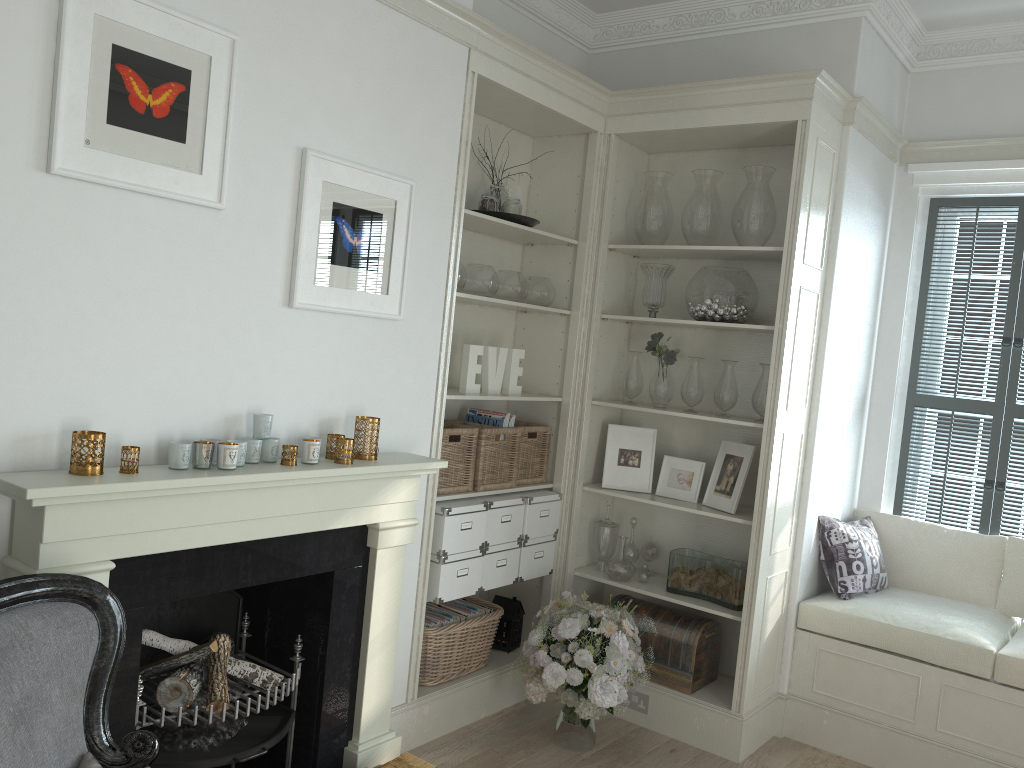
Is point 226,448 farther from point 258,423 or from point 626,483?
point 626,483

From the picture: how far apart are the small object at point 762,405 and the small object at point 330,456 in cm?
190

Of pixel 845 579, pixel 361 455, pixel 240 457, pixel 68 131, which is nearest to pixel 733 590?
pixel 845 579

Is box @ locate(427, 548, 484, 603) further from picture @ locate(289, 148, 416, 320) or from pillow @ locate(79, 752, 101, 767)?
pillow @ locate(79, 752, 101, 767)

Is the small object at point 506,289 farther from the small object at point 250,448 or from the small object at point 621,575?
the small object at point 250,448

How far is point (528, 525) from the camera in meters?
3.9 m

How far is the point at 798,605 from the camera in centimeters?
395cm

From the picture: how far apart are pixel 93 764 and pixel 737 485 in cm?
275

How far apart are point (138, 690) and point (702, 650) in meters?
2.3

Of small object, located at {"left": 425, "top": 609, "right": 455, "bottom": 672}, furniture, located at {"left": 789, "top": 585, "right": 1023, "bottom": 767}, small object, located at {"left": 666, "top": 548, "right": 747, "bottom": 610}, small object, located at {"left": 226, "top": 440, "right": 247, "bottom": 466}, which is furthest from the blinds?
small object, located at {"left": 226, "top": 440, "right": 247, "bottom": 466}
